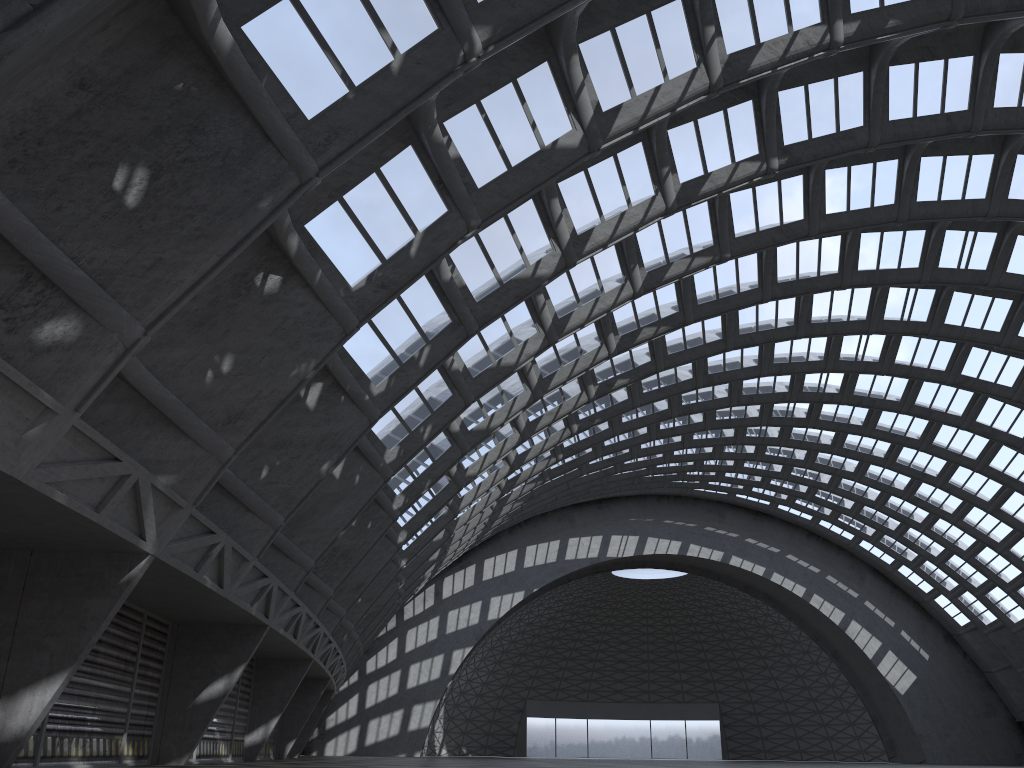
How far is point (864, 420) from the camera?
45.2 meters

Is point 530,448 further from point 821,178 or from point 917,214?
point 917,214
